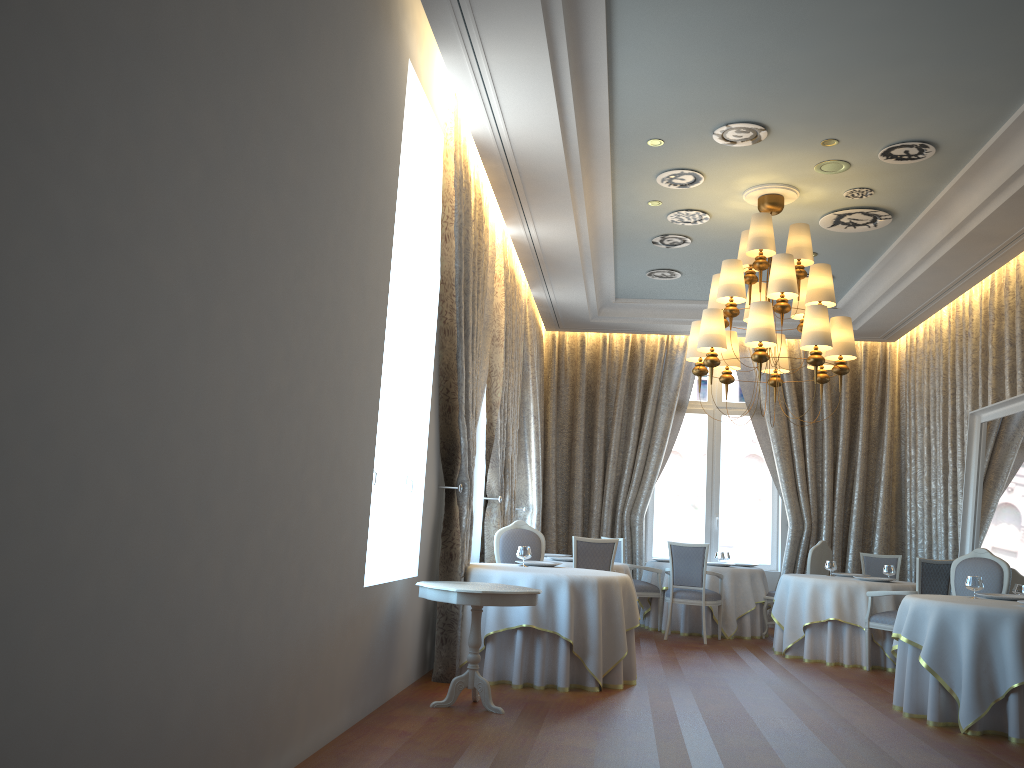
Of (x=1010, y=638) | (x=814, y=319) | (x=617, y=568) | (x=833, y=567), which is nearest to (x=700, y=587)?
(x=617, y=568)

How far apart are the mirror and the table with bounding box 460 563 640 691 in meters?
3.5

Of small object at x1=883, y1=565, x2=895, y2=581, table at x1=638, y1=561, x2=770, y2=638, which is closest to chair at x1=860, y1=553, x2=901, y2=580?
table at x1=638, y1=561, x2=770, y2=638

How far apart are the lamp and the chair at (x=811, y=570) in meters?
3.1

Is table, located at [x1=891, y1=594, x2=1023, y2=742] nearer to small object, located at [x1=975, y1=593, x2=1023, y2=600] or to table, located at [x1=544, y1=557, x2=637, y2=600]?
small object, located at [x1=975, y1=593, x2=1023, y2=600]

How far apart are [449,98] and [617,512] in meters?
7.4 m

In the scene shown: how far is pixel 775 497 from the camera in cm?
1279

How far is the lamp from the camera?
7.3 meters

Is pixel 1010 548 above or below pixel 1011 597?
above

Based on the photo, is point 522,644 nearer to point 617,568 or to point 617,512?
point 617,568
